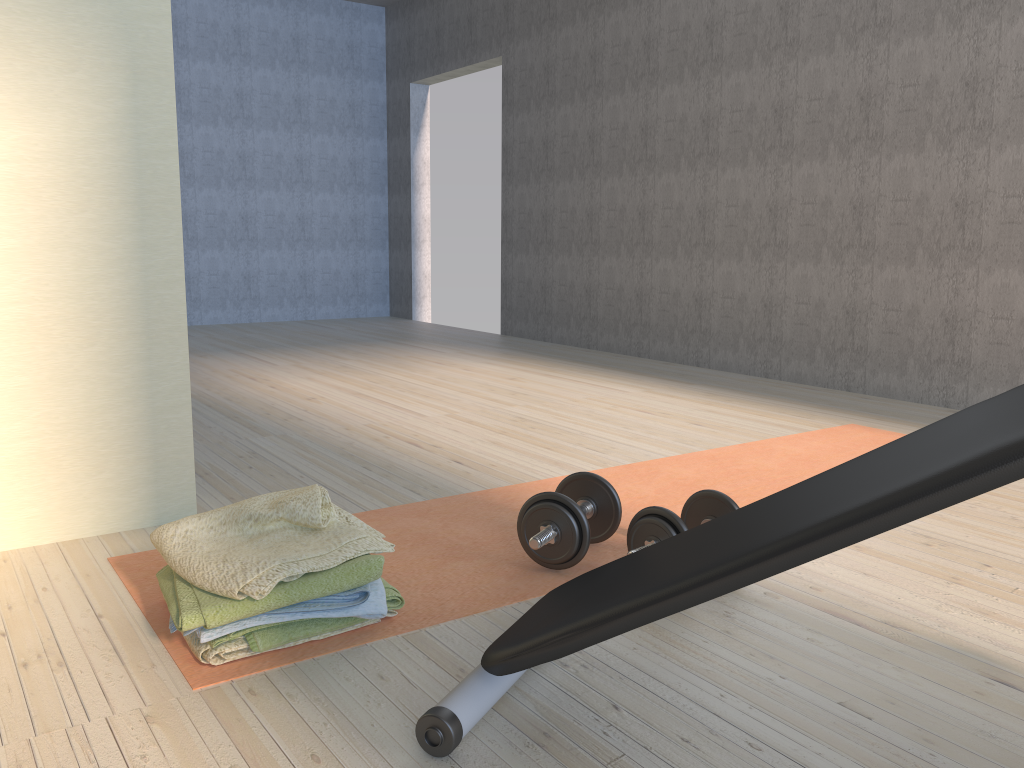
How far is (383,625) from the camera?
1.7m

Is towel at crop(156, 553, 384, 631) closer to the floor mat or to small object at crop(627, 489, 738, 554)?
the floor mat

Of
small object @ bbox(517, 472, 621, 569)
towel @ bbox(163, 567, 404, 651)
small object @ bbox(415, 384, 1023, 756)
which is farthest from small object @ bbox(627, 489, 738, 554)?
towel @ bbox(163, 567, 404, 651)

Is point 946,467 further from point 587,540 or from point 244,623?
point 244,623

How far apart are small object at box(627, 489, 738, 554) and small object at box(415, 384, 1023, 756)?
0.36m

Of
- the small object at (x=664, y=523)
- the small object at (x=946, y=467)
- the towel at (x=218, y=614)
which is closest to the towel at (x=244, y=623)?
the towel at (x=218, y=614)

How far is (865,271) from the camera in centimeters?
421cm

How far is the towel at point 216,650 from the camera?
1.51m

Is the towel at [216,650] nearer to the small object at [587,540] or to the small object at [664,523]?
the small object at [587,540]

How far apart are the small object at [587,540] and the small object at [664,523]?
0.1m
